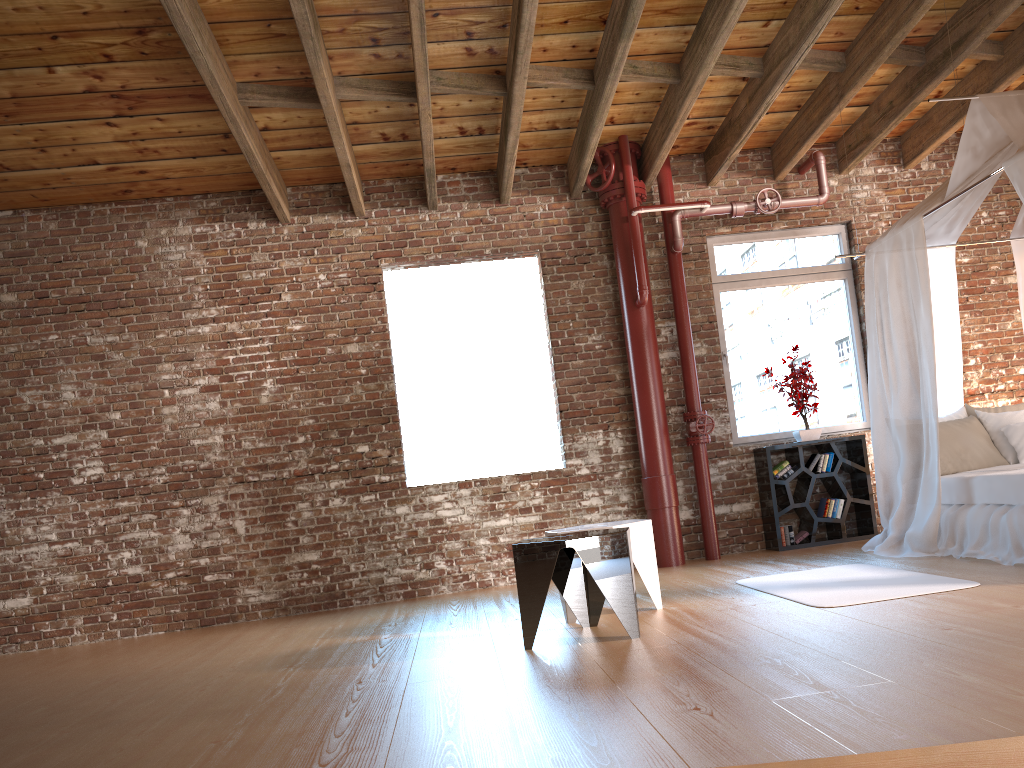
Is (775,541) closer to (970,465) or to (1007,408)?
(970,465)

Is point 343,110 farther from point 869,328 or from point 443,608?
point 869,328

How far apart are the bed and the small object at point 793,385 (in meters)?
0.96

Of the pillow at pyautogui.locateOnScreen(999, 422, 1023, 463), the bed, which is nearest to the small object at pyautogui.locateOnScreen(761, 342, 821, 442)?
the bed

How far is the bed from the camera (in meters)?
4.93

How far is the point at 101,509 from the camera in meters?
6.8

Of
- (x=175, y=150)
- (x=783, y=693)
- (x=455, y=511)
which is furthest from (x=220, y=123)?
(x=783, y=693)

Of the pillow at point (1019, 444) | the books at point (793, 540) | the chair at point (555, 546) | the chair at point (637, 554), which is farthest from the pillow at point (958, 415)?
the chair at point (555, 546)

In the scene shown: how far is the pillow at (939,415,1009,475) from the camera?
5.7m

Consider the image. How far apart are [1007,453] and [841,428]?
1.7m
